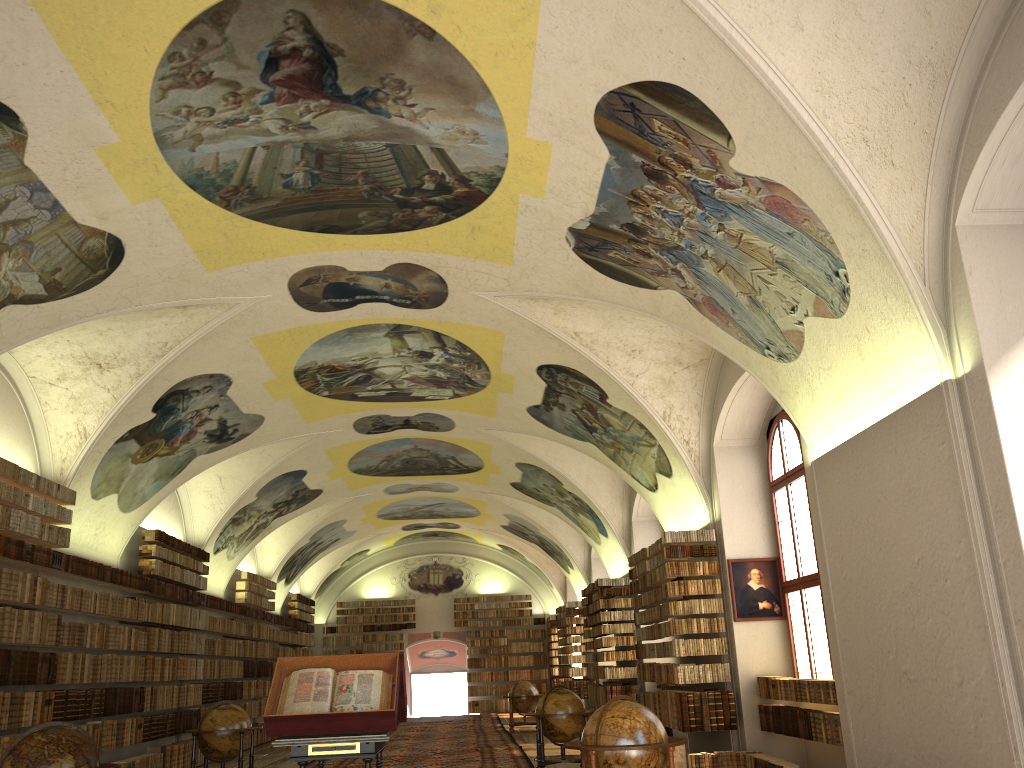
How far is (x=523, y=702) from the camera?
25.49m

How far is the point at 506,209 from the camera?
11.1m

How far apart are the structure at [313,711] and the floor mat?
7.4 meters

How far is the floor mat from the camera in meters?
17.7 m

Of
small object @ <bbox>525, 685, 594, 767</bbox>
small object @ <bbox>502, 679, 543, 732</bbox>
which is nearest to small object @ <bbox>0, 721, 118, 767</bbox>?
small object @ <bbox>525, 685, 594, 767</bbox>

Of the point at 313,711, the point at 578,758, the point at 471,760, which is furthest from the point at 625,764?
the point at 471,760

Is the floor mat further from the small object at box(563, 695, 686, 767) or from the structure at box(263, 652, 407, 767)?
the small object at box(563, 695, 686, 767)

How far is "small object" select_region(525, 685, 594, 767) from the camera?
15.0m

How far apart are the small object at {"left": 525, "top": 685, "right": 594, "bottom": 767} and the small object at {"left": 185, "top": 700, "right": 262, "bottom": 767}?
4.8m

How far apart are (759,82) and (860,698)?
6.44m
